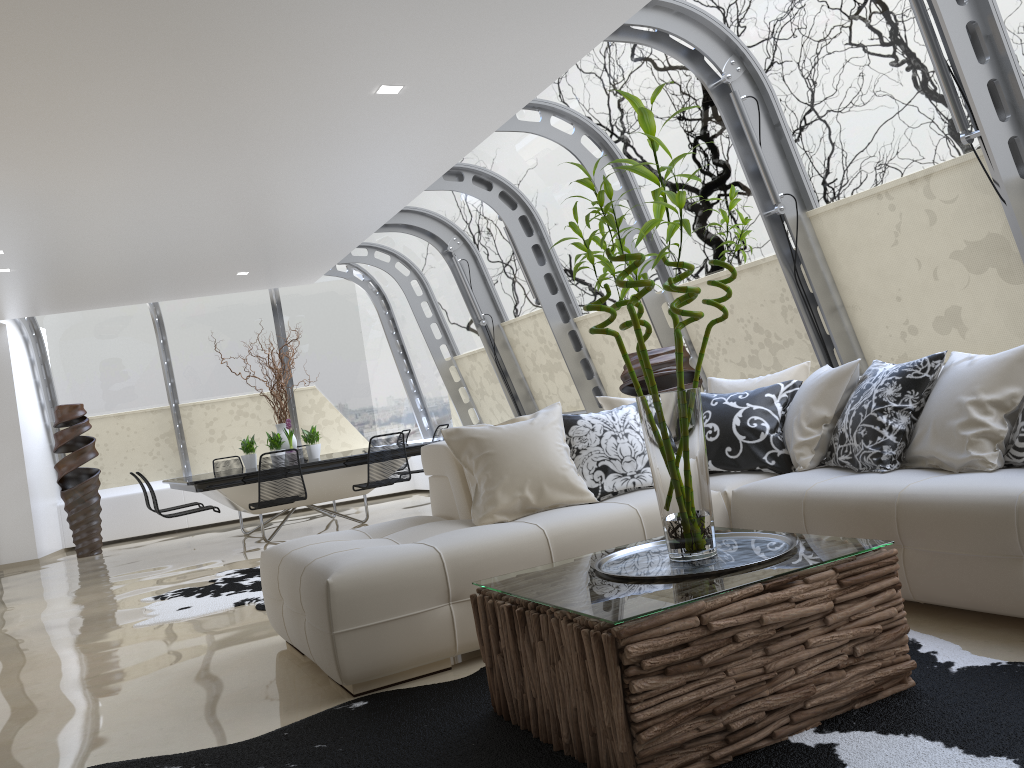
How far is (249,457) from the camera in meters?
9.6

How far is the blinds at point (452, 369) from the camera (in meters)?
11.44

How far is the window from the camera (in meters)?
4.76

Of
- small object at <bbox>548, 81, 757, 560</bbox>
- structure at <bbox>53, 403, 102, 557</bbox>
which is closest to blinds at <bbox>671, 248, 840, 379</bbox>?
small object at <bbox>548, 81, 757, 560</bbox>

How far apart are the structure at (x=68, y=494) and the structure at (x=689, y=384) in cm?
719

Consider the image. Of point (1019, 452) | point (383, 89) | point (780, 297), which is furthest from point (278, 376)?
point (1019, 452)

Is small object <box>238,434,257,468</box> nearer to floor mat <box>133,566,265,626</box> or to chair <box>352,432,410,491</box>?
chair <box>352,432,410,491</box>

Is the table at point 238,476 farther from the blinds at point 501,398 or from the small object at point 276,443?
the blinds at point 501,398

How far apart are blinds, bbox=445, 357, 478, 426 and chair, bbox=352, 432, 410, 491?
3.0m

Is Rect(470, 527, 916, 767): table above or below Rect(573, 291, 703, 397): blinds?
below
